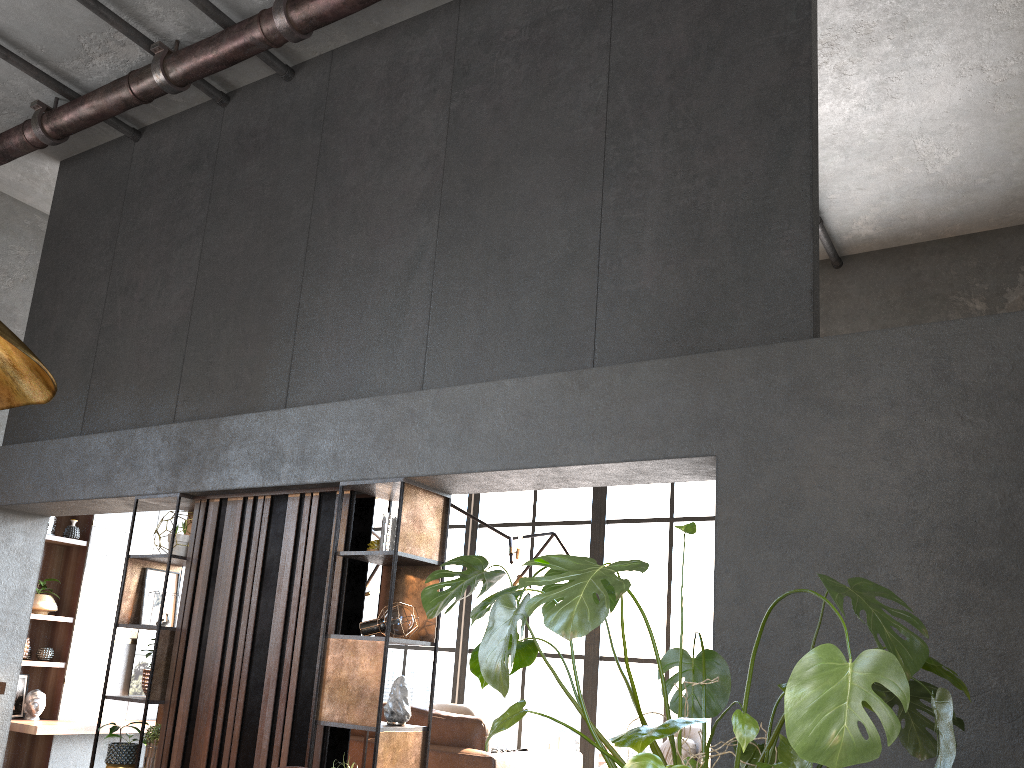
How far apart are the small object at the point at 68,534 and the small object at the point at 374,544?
4.47m

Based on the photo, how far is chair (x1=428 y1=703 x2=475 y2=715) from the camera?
8.04m

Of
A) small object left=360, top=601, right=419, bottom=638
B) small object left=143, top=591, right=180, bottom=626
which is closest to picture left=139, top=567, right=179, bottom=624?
small object left=143, top=591, right=180, bottom=626

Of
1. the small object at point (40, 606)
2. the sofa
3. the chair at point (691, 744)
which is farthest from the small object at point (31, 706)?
the chair at point (691, 744)

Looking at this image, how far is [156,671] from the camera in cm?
497

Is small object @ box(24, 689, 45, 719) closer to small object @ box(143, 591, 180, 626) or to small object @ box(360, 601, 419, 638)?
small object @ box(143, 591, 180, 626)

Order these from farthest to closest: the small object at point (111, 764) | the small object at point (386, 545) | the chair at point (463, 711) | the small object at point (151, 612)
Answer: the chair at point (463, 711), the small object at point (151, 612), the small object at point (111, 764), the small object at point (386, 545)

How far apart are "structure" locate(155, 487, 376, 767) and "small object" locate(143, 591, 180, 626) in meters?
0.1

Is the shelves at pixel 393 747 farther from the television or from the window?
the television

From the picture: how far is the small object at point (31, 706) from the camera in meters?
7.3 m
